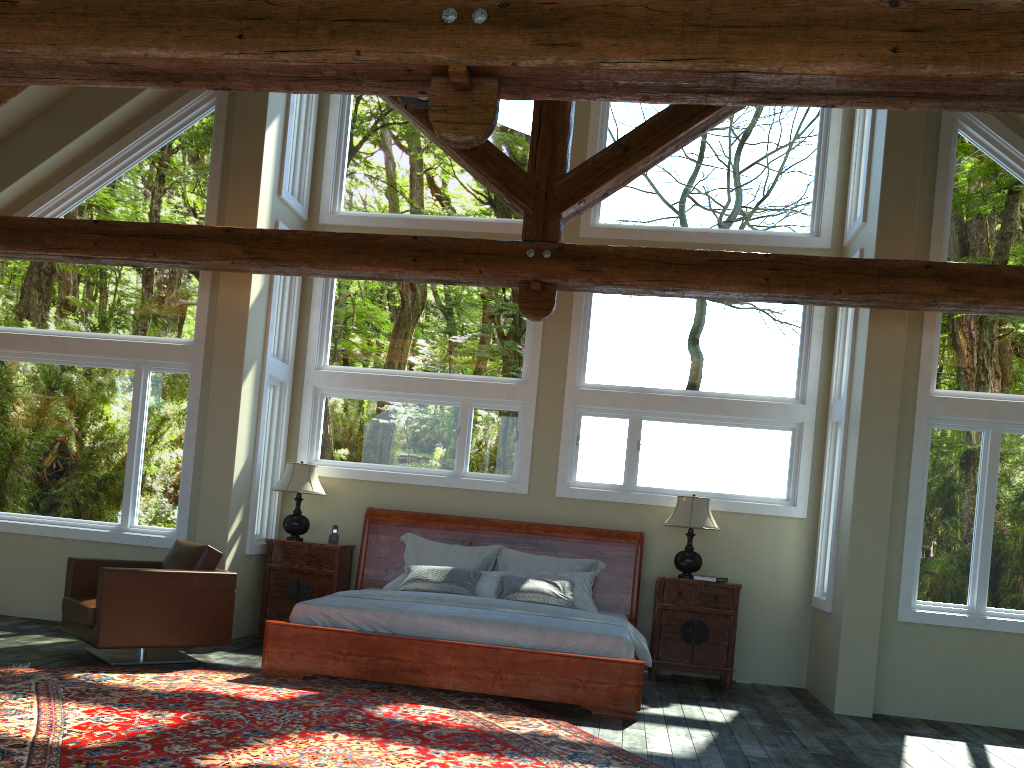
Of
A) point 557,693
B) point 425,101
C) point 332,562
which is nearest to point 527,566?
point 332,562

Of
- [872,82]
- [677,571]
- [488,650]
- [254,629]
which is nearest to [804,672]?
[677,571]

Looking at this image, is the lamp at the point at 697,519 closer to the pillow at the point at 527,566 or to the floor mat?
→ the pillow at the point at 527,566

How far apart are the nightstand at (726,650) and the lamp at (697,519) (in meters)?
0.14

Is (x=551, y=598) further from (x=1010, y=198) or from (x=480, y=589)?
(x=1010, y=198)

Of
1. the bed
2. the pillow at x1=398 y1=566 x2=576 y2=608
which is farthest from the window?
the pillow at x1=398 y1=566 x2=576 y2=608

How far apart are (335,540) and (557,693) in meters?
3.1 m

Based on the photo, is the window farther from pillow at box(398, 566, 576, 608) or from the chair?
pillow at box(398, 566, 576, 608)

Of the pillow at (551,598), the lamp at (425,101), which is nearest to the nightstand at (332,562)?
the pillow at (551,598)

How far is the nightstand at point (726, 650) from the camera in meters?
7.7 m
